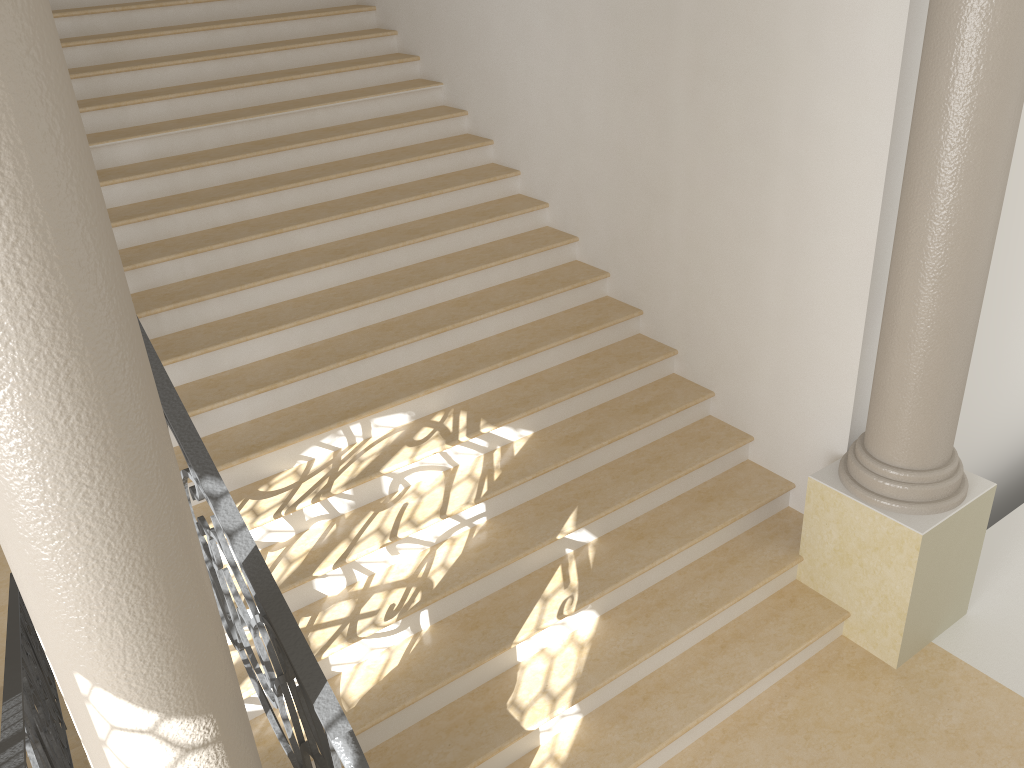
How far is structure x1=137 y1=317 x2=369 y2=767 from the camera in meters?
2.5 m

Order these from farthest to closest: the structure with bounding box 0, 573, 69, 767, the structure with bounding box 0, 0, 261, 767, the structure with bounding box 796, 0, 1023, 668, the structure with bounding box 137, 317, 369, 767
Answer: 1. the structure with bounding box 796, 0, 1023, 668
2. the structure with bounding box 0, 573, 69, 767
3. the structure with bounding box 137, 317, 369, 767
4. the structure with bounding box 0, 0, 261, 767

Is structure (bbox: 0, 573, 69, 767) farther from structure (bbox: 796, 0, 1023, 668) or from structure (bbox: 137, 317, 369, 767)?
structure (bbox: 796, 0, 1023, 668)

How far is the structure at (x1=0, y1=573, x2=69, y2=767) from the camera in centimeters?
271cm

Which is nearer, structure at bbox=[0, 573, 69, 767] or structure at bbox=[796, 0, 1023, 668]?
structure at bbox=[0, 573, 69, 767]

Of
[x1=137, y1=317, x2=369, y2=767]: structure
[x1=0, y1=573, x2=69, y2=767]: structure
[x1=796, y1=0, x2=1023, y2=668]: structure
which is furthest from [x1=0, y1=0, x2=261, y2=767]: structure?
[x1=796, y1=0, x2=1023, y2=668]: structure

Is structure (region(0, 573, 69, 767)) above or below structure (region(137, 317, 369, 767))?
below

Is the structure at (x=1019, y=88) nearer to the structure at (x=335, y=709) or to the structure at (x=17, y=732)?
the structure at (x=335, y=709)

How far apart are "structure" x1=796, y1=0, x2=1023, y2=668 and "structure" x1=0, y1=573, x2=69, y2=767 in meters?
3.4

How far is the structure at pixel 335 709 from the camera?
2.5m
